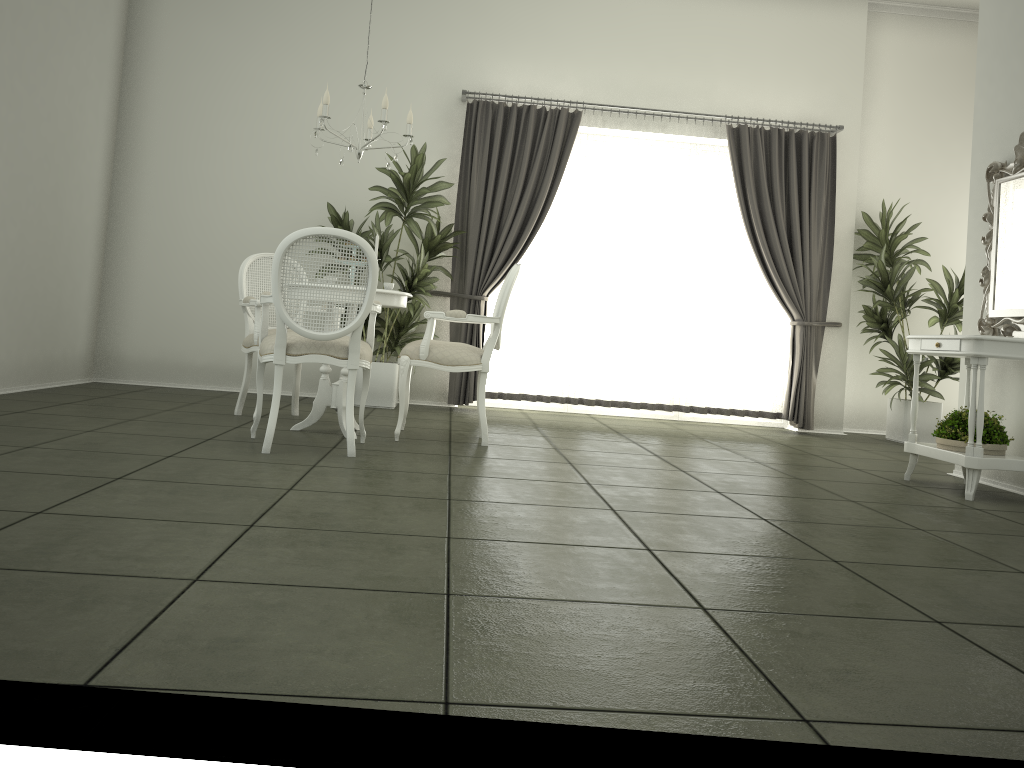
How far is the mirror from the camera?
4.7 meters

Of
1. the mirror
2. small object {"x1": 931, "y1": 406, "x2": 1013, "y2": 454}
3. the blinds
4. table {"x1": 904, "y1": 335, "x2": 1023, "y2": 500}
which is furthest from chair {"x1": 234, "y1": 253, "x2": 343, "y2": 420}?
the mirror

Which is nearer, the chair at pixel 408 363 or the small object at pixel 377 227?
the chair at pixel 408 363

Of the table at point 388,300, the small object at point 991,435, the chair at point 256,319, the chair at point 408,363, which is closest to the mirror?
the small object at point 991,435

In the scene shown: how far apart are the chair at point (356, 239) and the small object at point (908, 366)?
A: 4.5 meters

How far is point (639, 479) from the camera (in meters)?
4.21

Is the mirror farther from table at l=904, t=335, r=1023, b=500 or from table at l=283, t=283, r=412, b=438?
table at l=283, t=283, r=412, b=438

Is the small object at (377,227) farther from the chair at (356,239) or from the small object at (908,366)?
the small object at (908,366)

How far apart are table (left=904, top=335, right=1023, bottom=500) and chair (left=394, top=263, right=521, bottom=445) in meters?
2.2

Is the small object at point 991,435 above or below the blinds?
below
